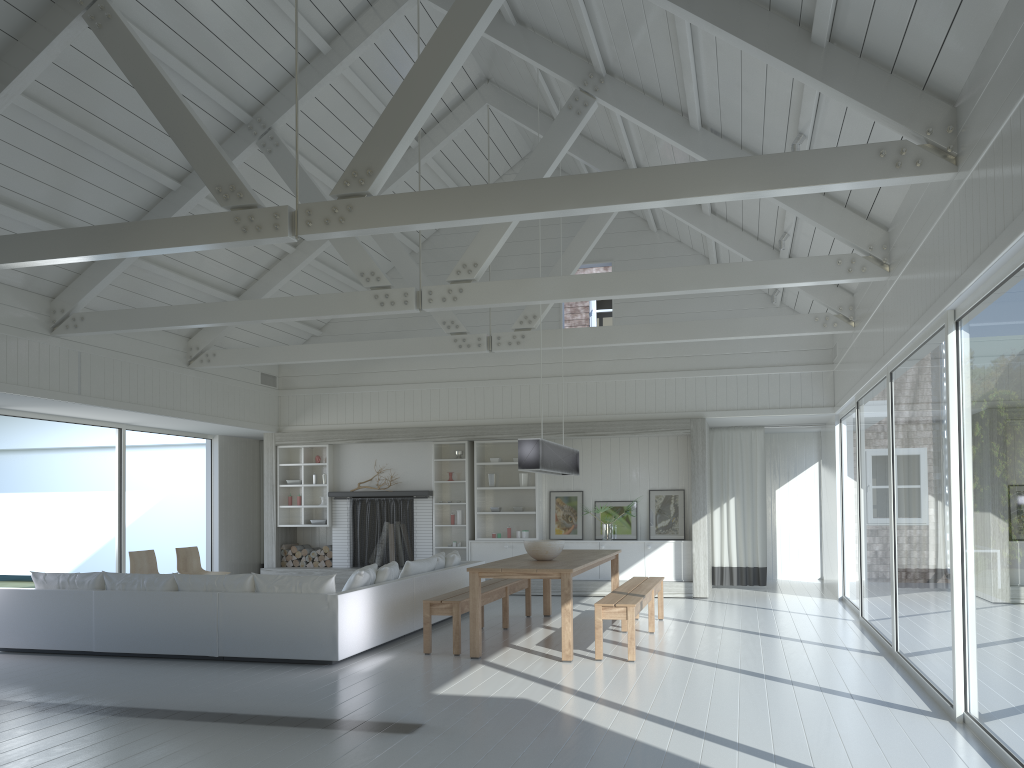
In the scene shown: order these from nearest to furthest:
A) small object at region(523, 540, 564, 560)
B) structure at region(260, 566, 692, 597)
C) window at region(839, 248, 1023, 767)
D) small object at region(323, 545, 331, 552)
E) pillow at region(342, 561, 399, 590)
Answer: window at region(839, 248, 1023, 767)
pillow at region(342, 561, 399, 590)
small object at region(523, 540, 564, 560)
structure at region(260, 566, 692, 597)
small object at region(323, 545, 331, 552)

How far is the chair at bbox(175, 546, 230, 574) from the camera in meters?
10.8

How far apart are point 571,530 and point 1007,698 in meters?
8.4 m

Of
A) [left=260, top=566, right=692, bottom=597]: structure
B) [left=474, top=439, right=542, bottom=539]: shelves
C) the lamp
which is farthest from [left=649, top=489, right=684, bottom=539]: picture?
the lamp

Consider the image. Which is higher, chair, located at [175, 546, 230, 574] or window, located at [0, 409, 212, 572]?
window, located at [0, 409, 212, 572]

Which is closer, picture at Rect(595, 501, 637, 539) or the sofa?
the sofa

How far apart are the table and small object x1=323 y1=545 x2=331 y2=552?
4.5 meters

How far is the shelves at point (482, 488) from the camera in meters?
12.6 m

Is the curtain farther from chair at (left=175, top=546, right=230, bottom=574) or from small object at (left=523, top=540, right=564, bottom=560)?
chair at (left=175, top=546, right=230, bottom=574)

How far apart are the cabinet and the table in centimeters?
228cm
